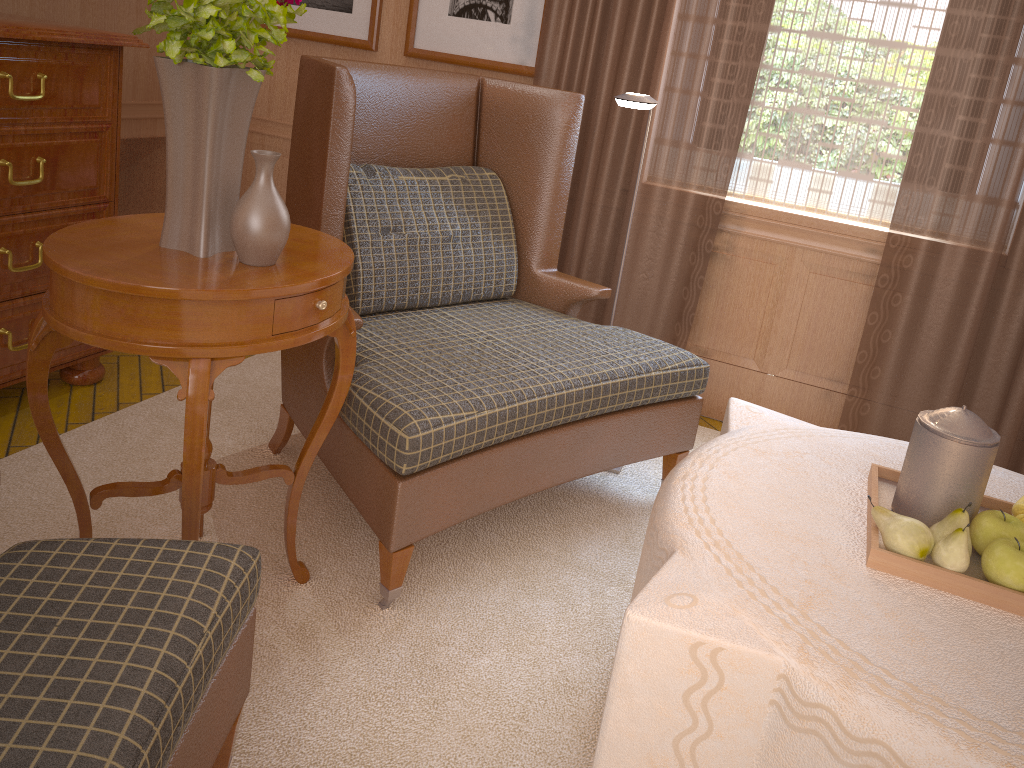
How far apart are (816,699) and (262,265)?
2.0 meters

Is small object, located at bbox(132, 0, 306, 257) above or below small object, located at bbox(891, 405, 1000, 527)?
above

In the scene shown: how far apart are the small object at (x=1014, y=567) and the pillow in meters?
2.7

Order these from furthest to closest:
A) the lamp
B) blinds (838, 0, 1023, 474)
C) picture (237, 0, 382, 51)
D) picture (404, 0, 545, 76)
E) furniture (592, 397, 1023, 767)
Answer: picture (237, 0, 382, 51), picture (404, 0, 545, 76), blinds (838, 0, 1023, 474), the lamp, furniture (592, 397, 1023, 767)

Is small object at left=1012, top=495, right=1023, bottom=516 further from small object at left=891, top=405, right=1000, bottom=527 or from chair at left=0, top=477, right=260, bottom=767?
chair at left=0, top=477, right=260, bottom=767

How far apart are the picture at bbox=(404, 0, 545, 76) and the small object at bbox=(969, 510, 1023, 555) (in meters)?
4.04

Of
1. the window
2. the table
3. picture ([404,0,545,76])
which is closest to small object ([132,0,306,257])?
the table

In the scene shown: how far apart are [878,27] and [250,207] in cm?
389

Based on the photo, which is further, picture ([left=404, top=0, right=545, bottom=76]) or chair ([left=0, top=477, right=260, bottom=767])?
picture ([left=404, top=0, right=545, bottom=76])

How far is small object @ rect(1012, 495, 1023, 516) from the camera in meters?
2.7 m
